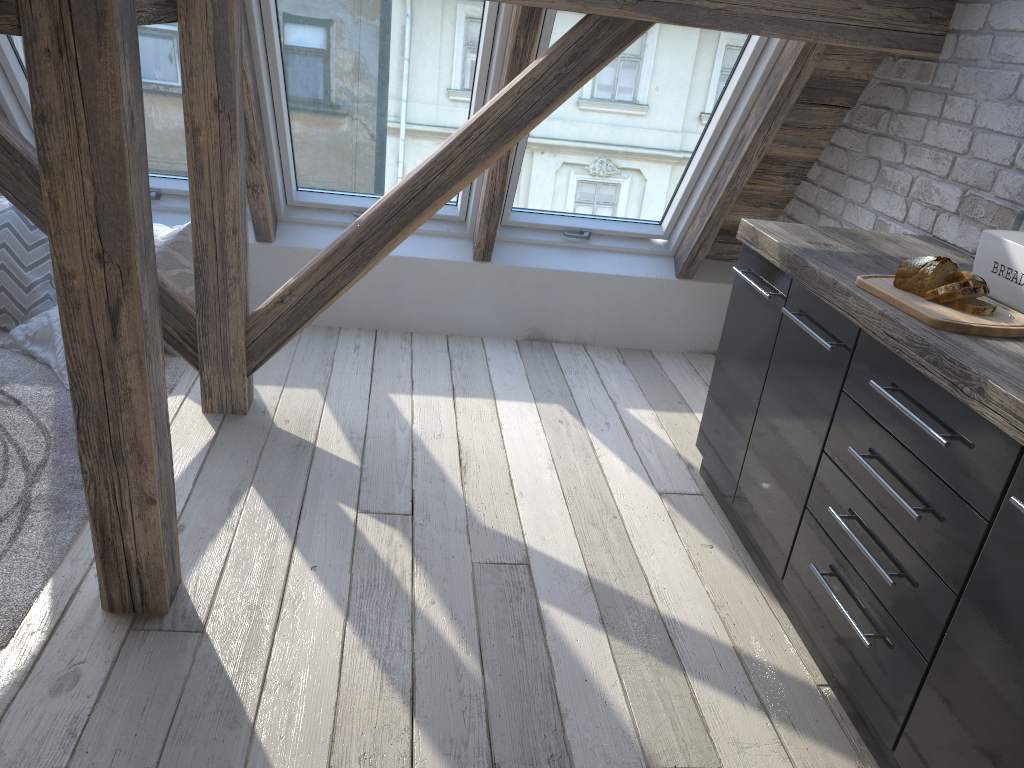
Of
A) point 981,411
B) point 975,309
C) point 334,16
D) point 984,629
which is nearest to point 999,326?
point 975,309

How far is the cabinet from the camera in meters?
1.5

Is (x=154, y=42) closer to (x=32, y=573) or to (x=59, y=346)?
(x=59, y=346)

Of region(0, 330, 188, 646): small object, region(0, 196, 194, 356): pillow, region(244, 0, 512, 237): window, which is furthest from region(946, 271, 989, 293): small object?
region(0, 196, 194, 356): pillow

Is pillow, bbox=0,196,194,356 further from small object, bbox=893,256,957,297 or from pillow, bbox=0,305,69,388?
small object, bbox=893,256,957,297

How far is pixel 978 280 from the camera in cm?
188

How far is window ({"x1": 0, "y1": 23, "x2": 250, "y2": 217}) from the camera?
3.17m

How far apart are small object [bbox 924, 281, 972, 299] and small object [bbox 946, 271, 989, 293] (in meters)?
0.04

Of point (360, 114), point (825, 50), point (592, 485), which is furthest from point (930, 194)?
point (360, 114)

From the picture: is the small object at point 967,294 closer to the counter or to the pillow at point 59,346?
the counter
